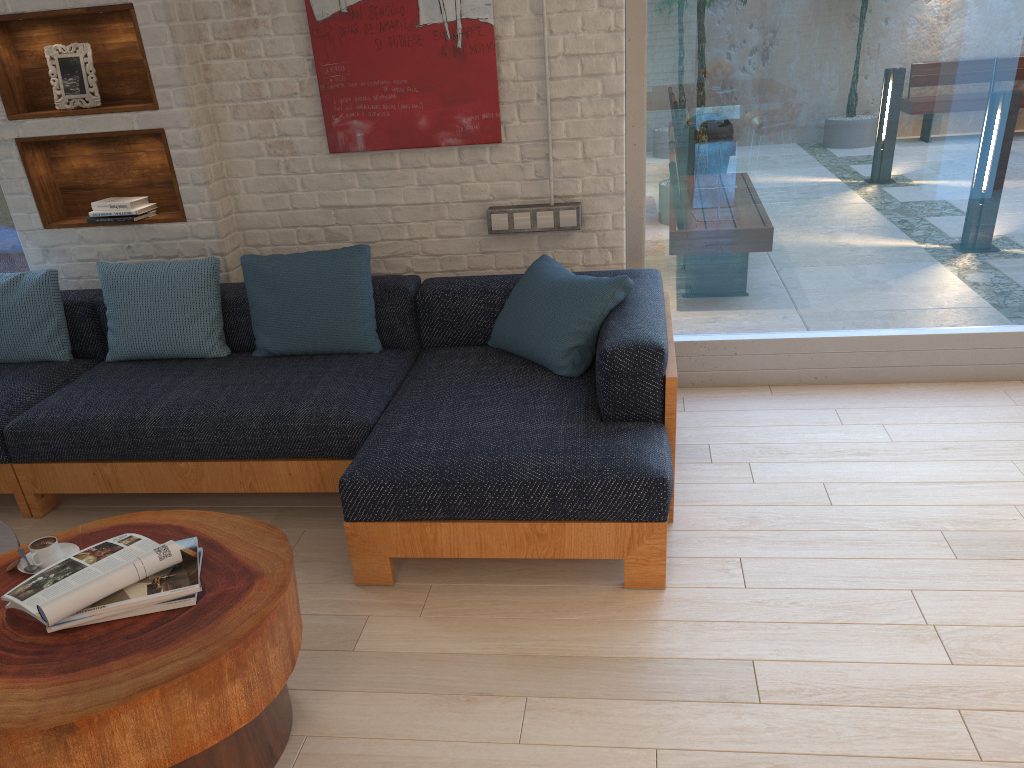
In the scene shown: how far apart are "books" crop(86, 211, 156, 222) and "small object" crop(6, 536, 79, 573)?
2.1m

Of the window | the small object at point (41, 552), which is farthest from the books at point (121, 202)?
the small object at point (41, 552)

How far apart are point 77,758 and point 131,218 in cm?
286

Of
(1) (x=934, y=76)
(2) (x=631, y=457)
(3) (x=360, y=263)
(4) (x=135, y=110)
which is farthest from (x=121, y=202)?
(1) (x=934, y=76)

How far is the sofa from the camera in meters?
2.6

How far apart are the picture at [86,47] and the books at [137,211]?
0.5 meters

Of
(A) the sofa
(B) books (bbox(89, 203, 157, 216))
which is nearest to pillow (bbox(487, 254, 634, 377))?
(A) the sofa

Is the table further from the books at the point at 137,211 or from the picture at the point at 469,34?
the picture at the point at 469,34

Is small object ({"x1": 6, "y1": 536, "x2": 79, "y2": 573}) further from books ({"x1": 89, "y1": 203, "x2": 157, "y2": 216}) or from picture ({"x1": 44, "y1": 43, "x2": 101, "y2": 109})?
picture ({"x1": 44, "y1": 43, "x2": 101, "y2": 109})

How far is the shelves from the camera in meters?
3.8
